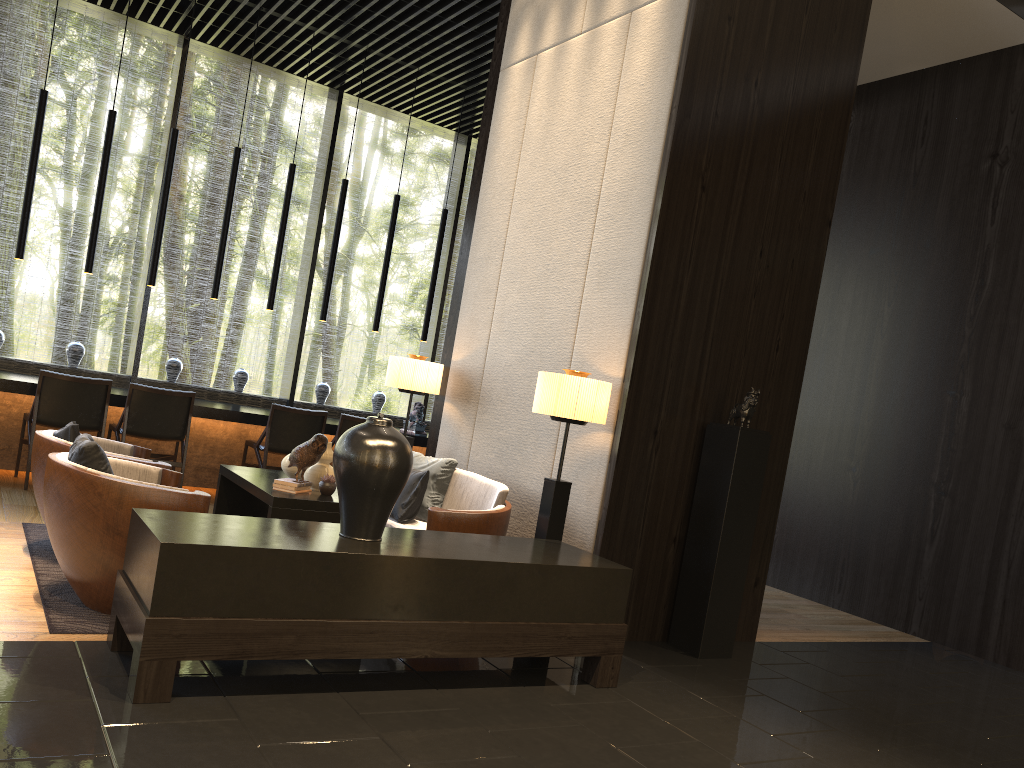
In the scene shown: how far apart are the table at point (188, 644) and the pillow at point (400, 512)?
1.2m

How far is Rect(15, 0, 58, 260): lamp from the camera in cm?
663

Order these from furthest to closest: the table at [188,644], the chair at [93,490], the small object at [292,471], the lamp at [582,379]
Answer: the small object at [292,471] < the lamp at [582,379] < the chair at [93,490] < the table at [188,644]

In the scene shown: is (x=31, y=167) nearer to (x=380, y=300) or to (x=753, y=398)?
(x=380, y=300)

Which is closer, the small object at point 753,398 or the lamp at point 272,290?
the small object at point 753,398

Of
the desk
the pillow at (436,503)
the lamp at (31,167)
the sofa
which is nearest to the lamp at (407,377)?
the pillow at (436,503)

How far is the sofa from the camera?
4.4 meters

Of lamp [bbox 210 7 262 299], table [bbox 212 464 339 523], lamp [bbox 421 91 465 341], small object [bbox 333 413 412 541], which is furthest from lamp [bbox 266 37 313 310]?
small object [bbox 333 413 412 541]

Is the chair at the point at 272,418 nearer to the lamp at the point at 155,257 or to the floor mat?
the lamp at the point at 155,257

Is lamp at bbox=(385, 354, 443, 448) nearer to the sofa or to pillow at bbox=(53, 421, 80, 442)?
the sofa
